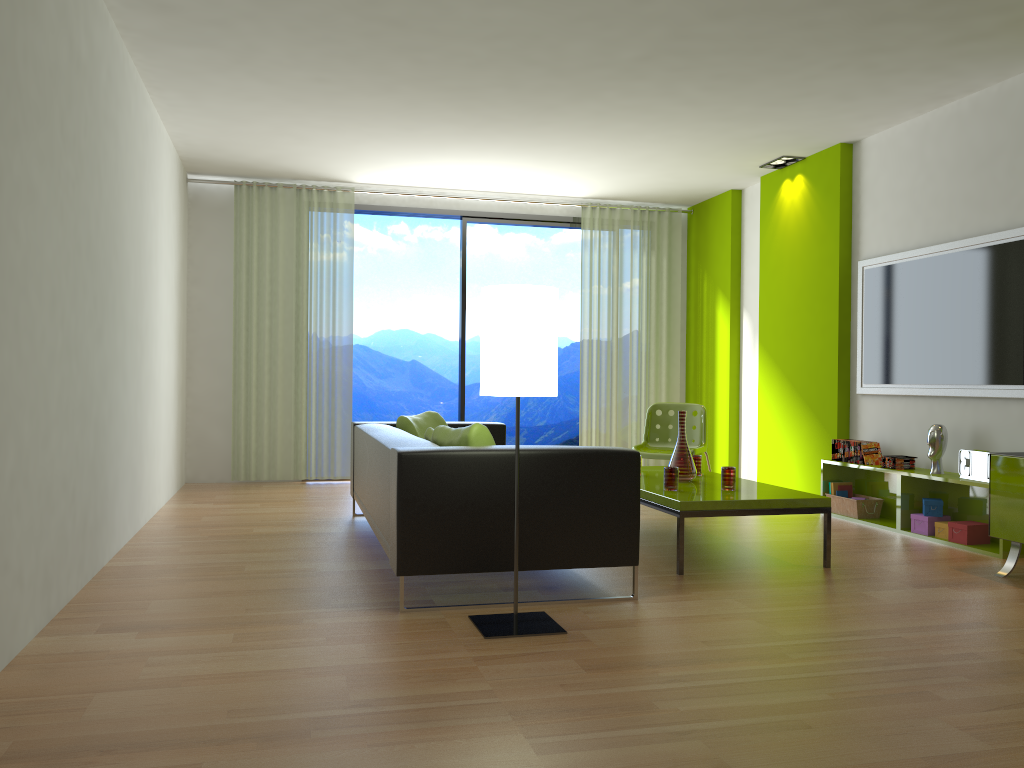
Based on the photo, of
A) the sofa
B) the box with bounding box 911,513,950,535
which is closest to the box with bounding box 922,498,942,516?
the box with bounding box 911,513,950,535

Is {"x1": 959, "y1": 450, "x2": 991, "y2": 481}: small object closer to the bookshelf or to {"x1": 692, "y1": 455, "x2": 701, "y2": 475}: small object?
the bookshelf

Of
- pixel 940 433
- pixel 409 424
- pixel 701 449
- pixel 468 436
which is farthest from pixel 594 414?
pixel 468 436

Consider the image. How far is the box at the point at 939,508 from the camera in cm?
522

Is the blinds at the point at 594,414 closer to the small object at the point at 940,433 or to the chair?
the chair

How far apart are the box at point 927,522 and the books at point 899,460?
0.4 meters

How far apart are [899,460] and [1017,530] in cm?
141

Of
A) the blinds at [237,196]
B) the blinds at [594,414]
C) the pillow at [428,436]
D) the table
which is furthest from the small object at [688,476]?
the blinds at [237,196]

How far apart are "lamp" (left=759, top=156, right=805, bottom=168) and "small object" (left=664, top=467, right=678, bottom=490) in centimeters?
344cm

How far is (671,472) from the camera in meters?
4.6
